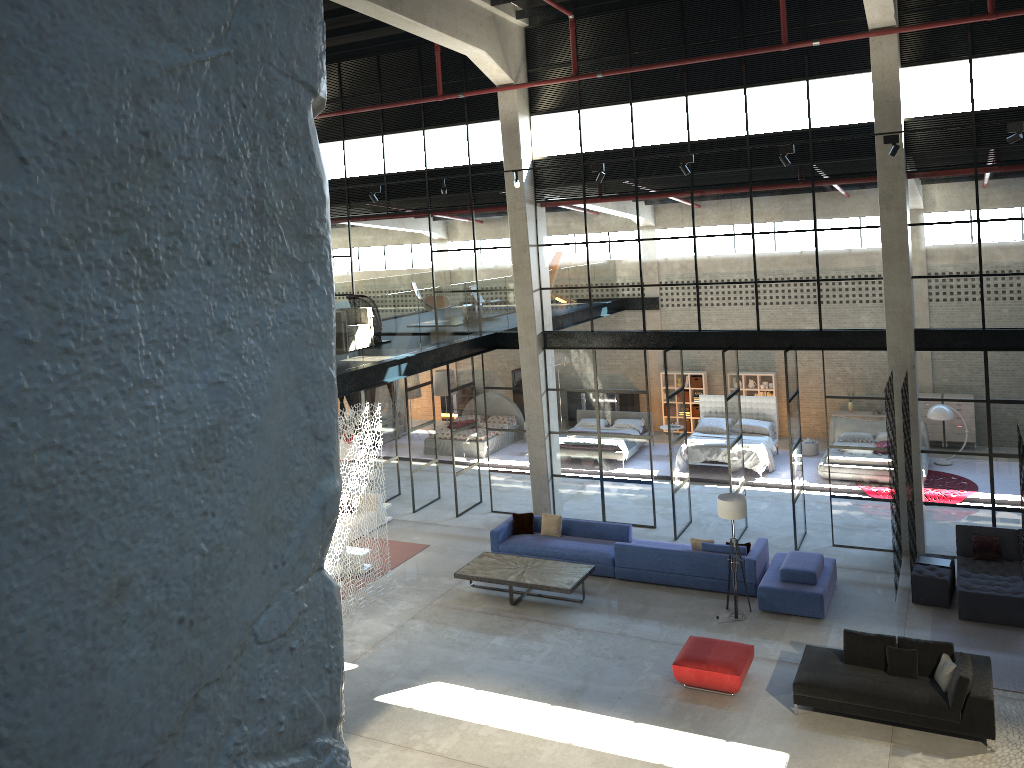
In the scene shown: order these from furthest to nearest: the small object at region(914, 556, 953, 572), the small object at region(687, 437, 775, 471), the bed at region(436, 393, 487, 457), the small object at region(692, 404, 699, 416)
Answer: the small object at region(692, 404, 699, 416) < the bed at region(436, 393, 487, 457) < the small object at region(687, 437, 775, 471) < the small object at region(914, 556, 953, 572)

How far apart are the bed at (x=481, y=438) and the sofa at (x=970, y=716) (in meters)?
12.79

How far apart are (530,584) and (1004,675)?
6.7m

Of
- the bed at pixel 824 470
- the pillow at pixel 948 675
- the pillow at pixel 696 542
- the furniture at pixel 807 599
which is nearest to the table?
the pillow at pixel 696 542

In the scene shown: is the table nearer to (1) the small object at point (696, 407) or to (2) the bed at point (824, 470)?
(2) the bed at point (824, 470)

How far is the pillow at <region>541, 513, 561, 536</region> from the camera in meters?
16.3 m

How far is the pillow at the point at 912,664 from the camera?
10.6m

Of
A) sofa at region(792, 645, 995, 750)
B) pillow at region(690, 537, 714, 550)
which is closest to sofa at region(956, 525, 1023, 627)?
sofa at region(792, 645, 995, 750)

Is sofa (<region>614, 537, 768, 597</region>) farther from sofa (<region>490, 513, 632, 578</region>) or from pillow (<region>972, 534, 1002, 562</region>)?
pillow (<region>972, 534, 1002, 562</region>)

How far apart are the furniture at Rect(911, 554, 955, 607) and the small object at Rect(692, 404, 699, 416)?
11.1m
